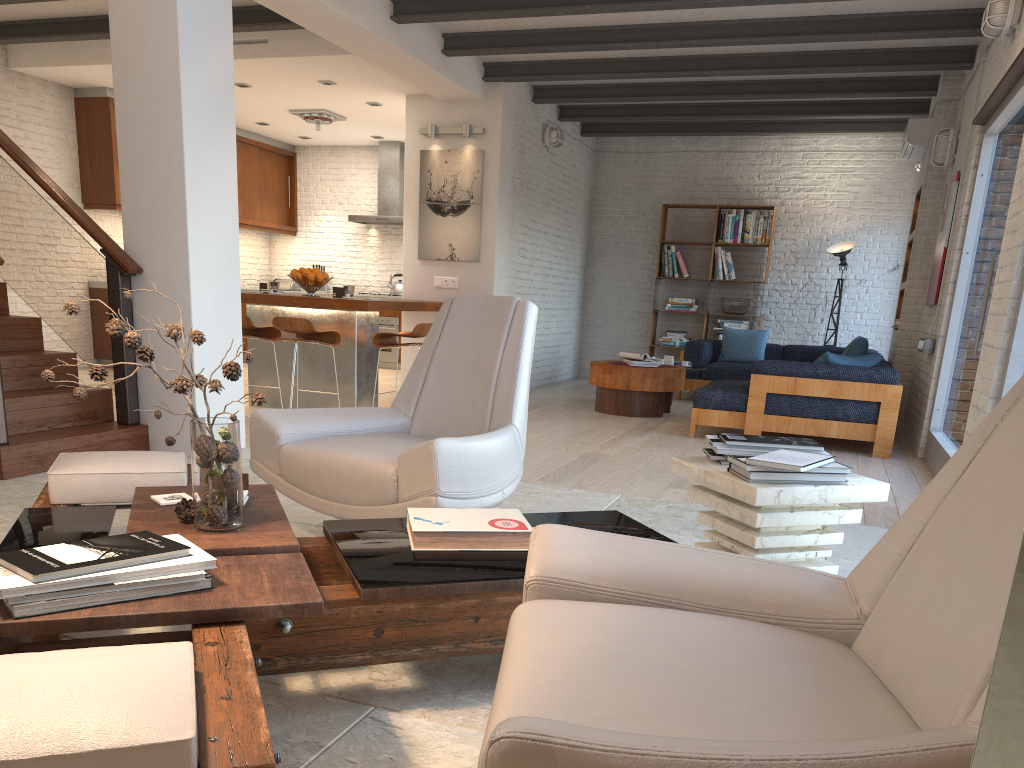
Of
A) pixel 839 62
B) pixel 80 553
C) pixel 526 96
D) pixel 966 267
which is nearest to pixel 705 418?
pixel 966 267

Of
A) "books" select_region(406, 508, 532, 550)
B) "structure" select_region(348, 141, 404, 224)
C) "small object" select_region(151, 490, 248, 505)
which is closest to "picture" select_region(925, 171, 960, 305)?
"books" select_region(406, 508, 532, 550)

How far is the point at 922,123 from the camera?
7.96m

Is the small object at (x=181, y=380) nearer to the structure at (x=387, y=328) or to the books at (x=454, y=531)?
the books at (x=454, y=531)

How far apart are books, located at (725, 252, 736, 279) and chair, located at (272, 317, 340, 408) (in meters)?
5.87

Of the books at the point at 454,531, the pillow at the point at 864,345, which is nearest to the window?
the pillow at the point at 864,345

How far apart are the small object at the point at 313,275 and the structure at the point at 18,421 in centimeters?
213cm

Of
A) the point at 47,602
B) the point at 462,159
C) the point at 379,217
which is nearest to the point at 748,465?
the point at 47,602

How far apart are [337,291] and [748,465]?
5.14m

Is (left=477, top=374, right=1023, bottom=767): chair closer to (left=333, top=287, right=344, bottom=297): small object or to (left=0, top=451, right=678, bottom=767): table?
(left=0, top=451, right=678, bottom=767): table
